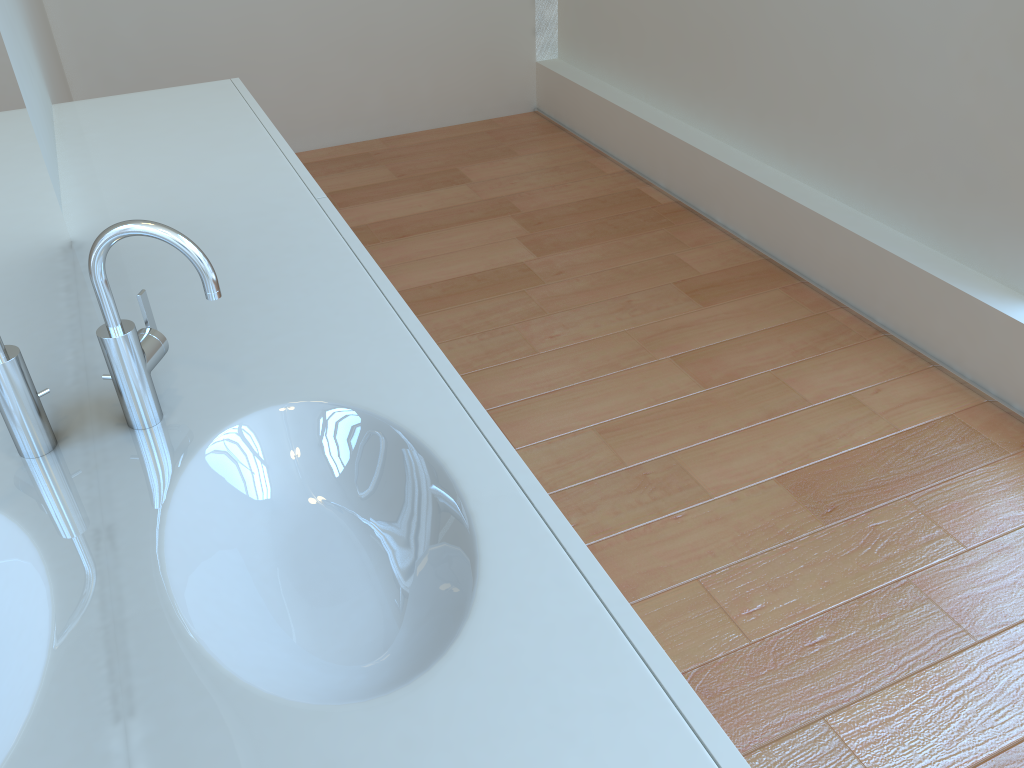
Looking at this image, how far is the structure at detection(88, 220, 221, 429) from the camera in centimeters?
95cm

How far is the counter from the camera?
0.7 meters

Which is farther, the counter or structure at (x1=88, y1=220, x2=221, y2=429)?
structure at (x1=88, y1=220, x2=221, y2=429)

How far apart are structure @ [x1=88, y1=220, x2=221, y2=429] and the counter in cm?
1

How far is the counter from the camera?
0.7 meters

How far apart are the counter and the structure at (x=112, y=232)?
0.0m

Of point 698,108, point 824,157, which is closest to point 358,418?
point 824,157

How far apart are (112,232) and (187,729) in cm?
52

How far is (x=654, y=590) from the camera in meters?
1.8 m
